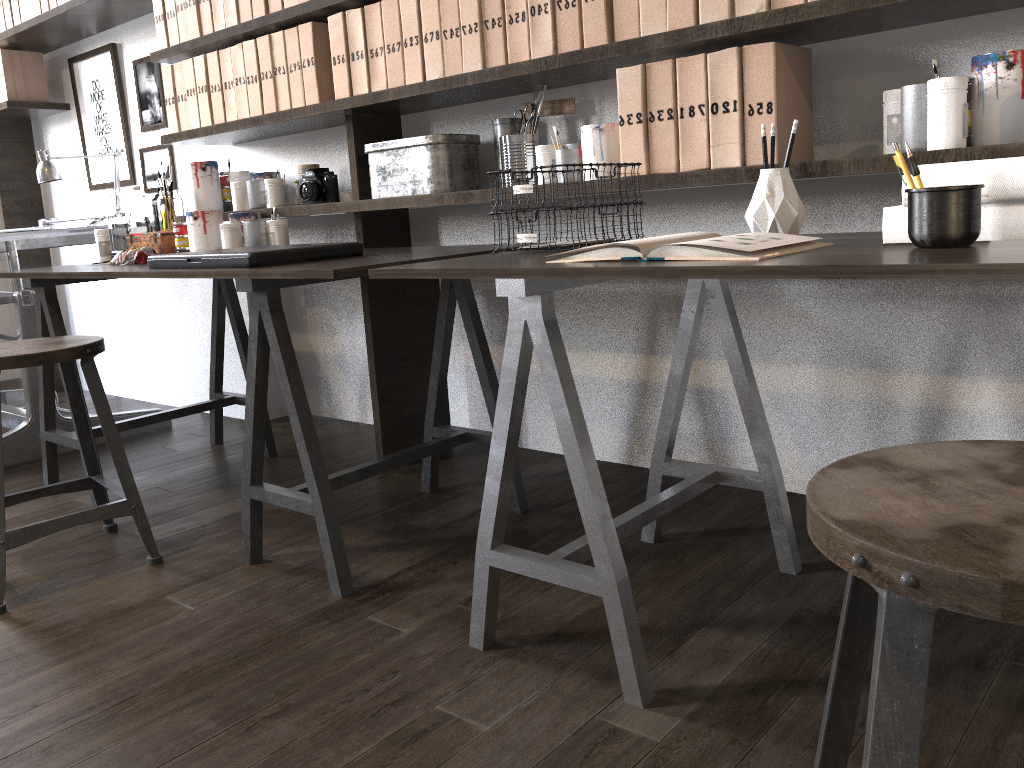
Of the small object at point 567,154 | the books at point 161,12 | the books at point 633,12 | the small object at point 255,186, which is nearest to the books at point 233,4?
the books at point 161,12

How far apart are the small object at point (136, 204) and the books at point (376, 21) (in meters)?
0.99

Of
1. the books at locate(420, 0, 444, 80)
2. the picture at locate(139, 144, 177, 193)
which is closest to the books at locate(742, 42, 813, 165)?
the books at locate(420, 0, 444, 80)

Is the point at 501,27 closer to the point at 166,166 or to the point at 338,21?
the point at 338,21

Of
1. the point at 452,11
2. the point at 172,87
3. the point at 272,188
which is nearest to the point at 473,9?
the point at 452,11

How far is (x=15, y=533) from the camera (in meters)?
1.85

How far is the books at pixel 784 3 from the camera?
1.58m

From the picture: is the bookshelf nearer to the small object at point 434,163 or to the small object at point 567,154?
the small object at point 434,163

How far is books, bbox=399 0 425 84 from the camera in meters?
2.2 m

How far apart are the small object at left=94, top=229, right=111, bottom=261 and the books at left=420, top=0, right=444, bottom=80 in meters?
1.3
